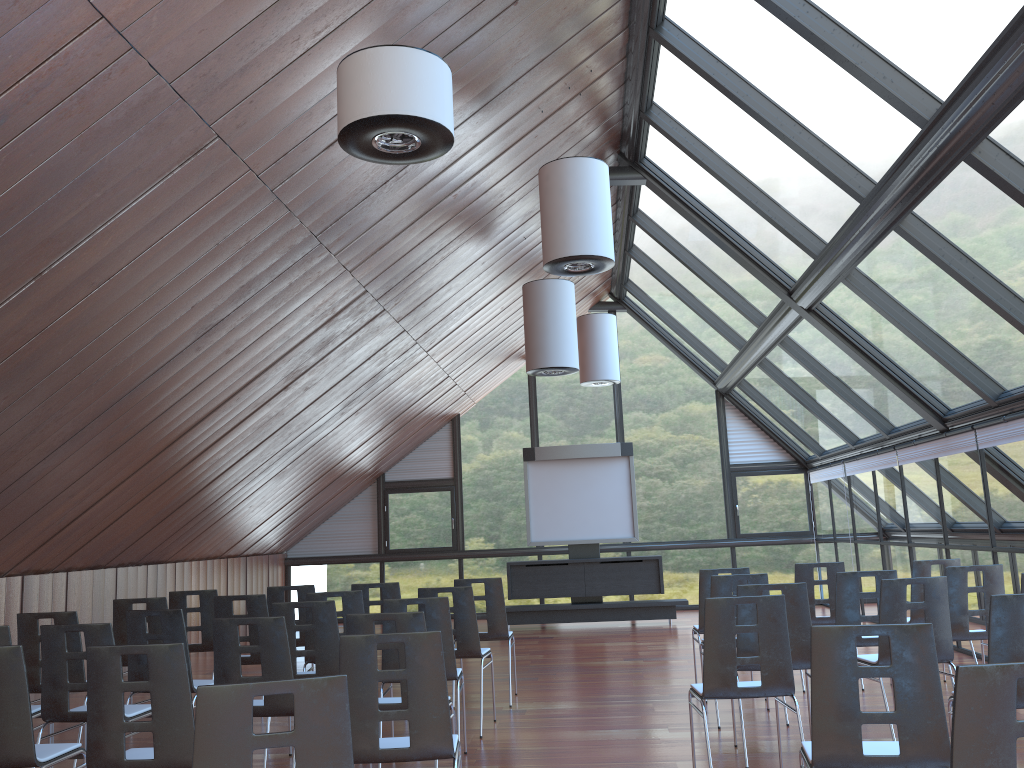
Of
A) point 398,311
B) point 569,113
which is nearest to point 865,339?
point 569,113

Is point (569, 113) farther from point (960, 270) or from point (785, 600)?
point (785, 600)

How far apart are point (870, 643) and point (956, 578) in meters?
0.9 m

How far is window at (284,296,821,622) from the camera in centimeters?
1693cm

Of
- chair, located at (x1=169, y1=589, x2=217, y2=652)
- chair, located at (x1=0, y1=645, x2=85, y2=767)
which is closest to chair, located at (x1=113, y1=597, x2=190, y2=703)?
chair, located at (x1=169, y1=589, x2=217, y2=652)

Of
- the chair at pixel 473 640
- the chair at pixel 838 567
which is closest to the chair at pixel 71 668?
the chair at pixel 473 640

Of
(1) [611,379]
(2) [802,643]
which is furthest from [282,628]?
(1) [611,379]

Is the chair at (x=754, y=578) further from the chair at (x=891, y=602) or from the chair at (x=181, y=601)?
the chair at (x=181, y=601)

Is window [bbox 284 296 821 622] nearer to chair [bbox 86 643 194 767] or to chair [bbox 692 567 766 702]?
chair [bbox 692 567 766 702]

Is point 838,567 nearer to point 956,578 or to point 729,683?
point 956,578
